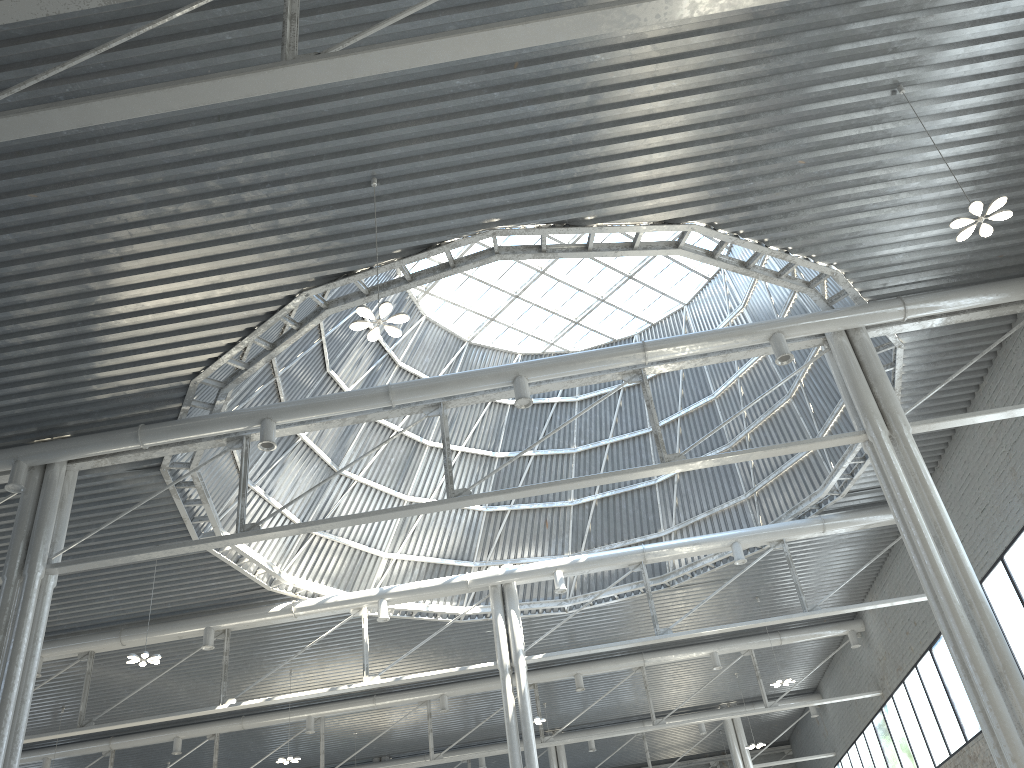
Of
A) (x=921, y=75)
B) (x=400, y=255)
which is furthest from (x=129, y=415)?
(x=921, y=75)
